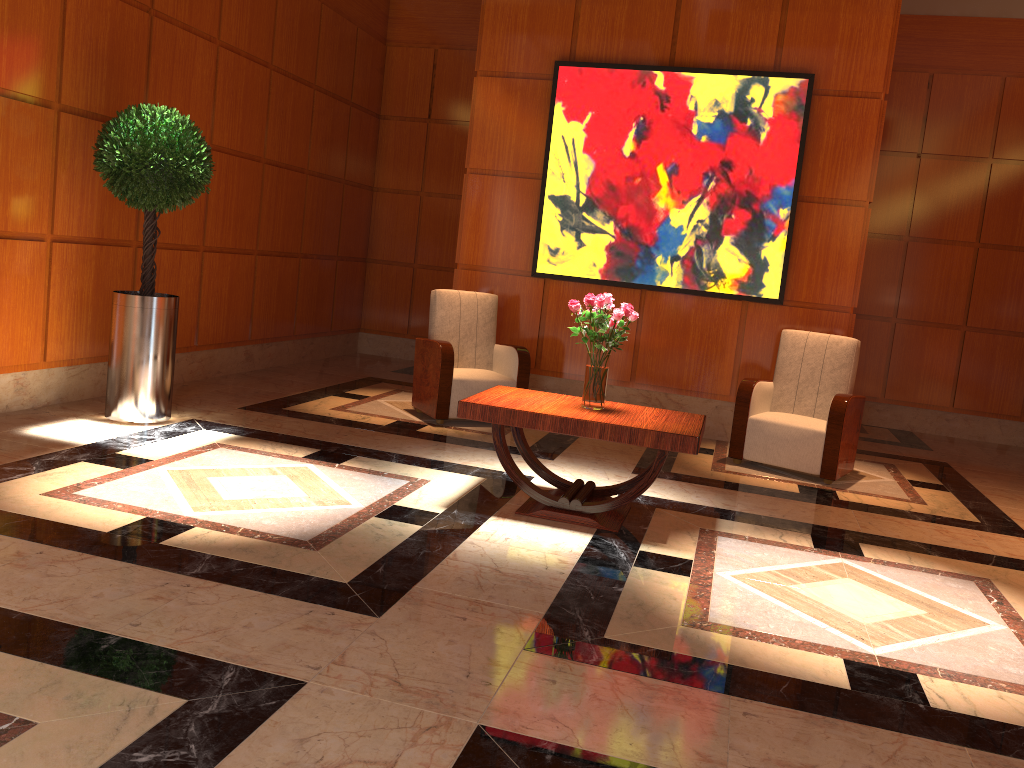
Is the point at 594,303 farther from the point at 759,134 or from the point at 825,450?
the point at 759,134

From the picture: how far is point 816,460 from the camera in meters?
5.9 m

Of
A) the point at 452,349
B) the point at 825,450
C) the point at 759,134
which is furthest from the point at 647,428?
the point at 759,134

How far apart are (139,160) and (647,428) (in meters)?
3.35

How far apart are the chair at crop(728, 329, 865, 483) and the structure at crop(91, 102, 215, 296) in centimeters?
377cm

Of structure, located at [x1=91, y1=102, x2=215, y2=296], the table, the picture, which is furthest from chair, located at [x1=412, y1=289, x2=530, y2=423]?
structure, located at [x1=91, y1=102, x2=215, y2=296]

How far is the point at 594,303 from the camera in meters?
4.4

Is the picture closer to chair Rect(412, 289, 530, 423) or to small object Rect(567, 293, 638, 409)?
chair Rect(412, 289, 530, 423)

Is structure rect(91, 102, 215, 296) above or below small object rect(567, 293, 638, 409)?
above

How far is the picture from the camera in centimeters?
669cm
